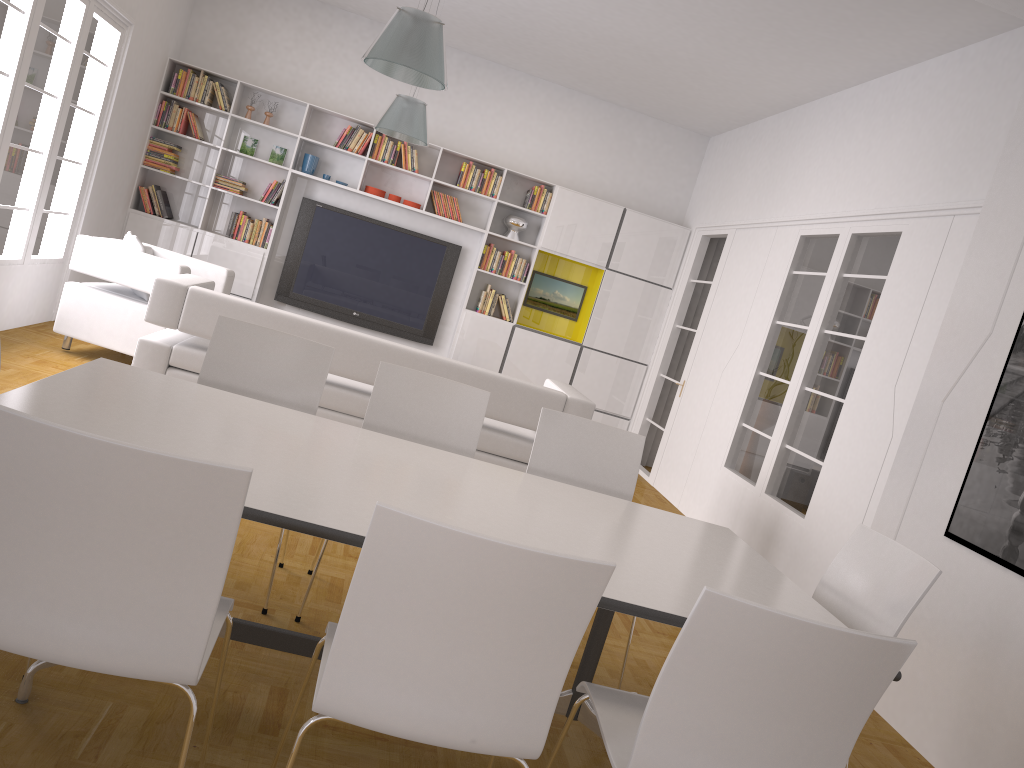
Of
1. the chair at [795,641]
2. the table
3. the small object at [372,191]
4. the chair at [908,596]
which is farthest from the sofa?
the small object at [372,191]

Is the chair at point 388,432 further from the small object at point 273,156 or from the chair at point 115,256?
the small object at point 273,156

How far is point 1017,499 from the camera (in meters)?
3.60

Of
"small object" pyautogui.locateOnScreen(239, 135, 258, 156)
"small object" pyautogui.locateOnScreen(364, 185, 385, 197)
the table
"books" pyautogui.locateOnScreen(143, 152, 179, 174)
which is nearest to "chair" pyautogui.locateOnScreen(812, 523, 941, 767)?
the table

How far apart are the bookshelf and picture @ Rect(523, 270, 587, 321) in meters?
0.1

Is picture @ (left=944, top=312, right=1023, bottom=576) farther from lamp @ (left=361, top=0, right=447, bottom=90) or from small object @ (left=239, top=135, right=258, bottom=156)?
small object @ (left=239, top=135, right=258, bottom=156)

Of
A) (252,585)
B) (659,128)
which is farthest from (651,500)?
(252,585)

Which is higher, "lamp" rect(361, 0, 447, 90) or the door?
"lamp" rect(361, 0, 447, 90)

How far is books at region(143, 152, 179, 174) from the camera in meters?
8.4 m

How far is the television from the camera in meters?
8.9
